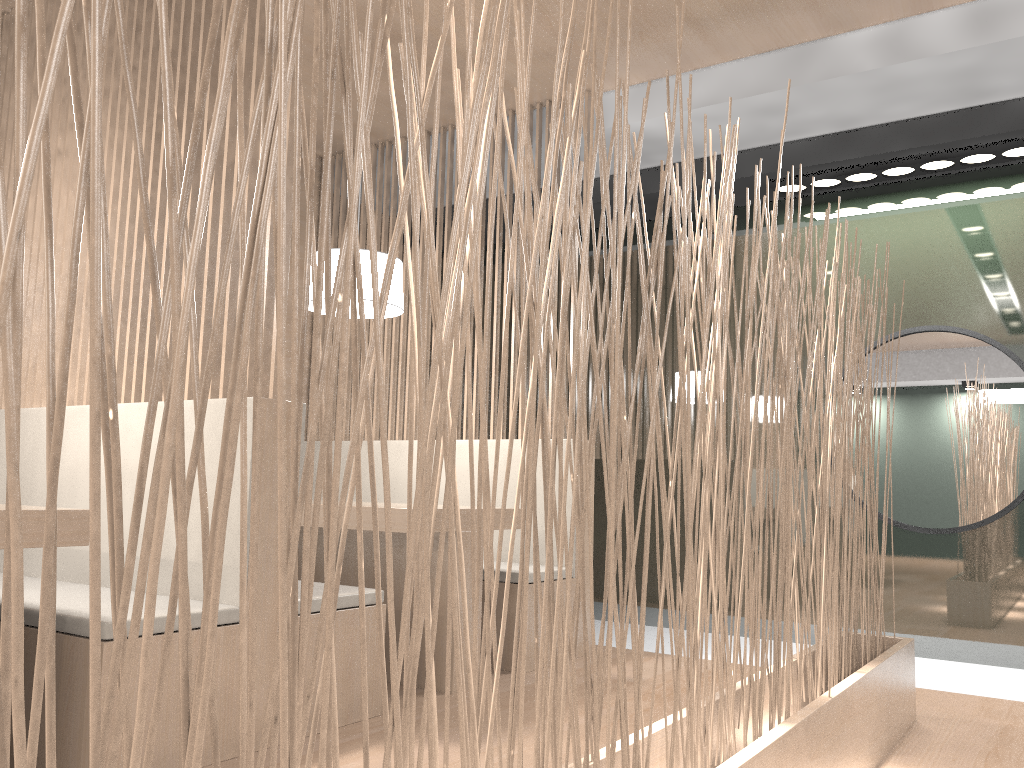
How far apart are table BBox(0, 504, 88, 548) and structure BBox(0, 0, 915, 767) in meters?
0.7

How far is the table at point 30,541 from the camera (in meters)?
1.16

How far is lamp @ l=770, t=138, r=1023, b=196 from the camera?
2.4 meters

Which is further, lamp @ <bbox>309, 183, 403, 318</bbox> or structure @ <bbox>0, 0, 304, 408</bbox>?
lamp @ <bbox>309, 183, 403, 318</bbox>

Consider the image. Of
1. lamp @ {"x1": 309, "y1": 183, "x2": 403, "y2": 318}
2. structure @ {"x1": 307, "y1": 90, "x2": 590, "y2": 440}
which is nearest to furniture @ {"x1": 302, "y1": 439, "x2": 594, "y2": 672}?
structure @ {"x1": 307, "y1": 90, "x2": 590, "y2": 440}

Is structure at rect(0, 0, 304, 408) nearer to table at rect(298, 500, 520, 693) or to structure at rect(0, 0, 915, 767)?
table at rect(298, 500, 520, 693)

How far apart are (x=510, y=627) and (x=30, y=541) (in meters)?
1.25

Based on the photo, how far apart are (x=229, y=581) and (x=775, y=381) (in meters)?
0.93

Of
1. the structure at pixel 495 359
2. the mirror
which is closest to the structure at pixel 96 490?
the mirror

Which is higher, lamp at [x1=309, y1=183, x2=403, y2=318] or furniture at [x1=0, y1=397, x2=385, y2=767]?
lamp at [x1=309, y1=183, x2=403, y2=318]
